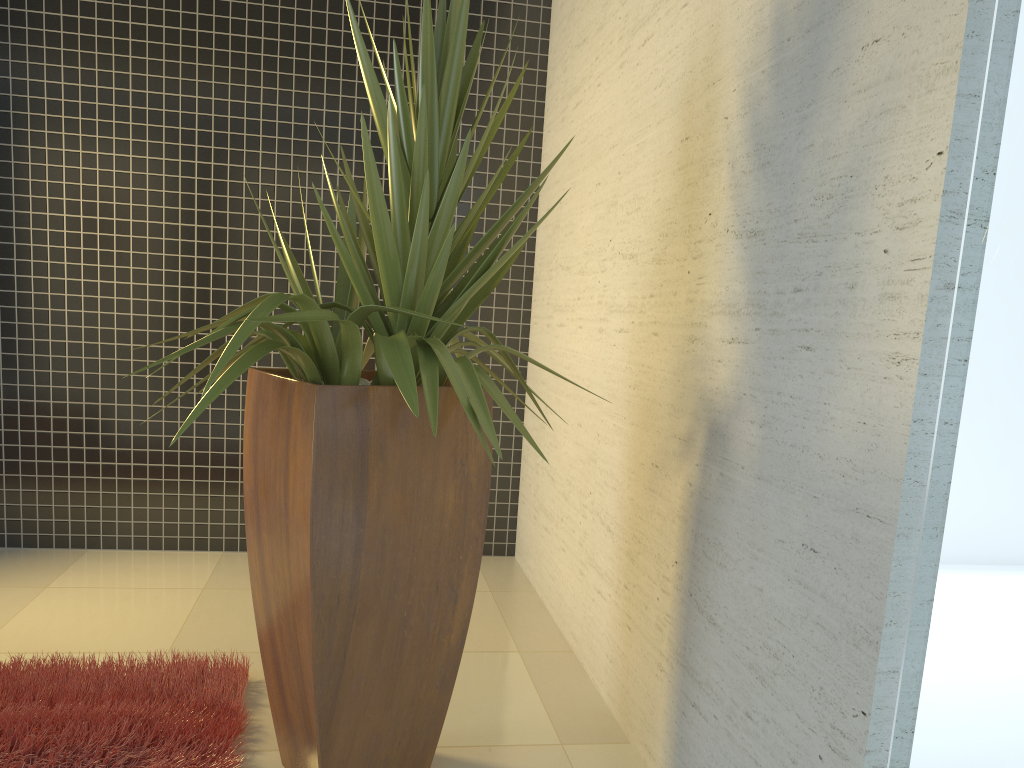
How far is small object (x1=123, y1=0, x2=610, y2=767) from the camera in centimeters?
198cm

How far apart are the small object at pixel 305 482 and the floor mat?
0.15m

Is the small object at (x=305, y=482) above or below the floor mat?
above

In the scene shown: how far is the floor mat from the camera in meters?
2.3 m

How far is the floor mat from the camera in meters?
2.3

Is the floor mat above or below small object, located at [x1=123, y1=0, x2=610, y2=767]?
below

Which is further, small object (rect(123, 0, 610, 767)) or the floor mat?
the floor mat

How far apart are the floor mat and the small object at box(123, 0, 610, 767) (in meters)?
0.15

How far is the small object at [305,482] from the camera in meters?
2.0

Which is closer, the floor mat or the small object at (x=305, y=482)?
the small object at (x=305, y=482)
